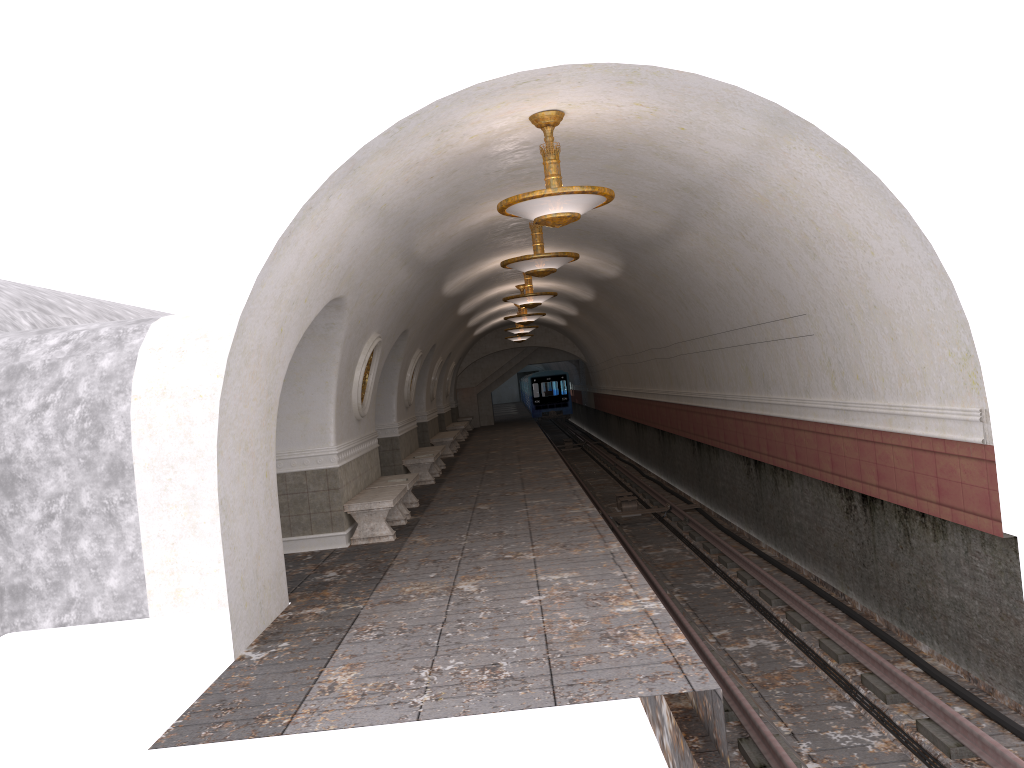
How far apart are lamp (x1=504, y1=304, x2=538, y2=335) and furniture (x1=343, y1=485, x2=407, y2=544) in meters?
13.7

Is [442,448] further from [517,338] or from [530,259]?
[517,338]

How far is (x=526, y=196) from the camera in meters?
7.1 m

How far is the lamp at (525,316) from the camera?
20.5m

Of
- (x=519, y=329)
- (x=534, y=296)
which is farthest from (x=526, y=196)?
(x=519, y=329)

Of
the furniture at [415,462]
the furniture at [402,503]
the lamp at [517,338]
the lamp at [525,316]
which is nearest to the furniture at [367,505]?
the furniture at [402,503]

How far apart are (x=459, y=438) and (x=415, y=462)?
12.0 meters

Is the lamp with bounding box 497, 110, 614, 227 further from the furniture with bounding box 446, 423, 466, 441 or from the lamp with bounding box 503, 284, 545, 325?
the furniture with bounding box 446, 423, 466, 441

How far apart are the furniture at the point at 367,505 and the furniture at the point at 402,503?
0.4 meters

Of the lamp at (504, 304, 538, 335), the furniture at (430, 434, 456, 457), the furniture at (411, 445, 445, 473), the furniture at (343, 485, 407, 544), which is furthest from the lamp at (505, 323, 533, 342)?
the furniture at (343, 485, 407, 544)
